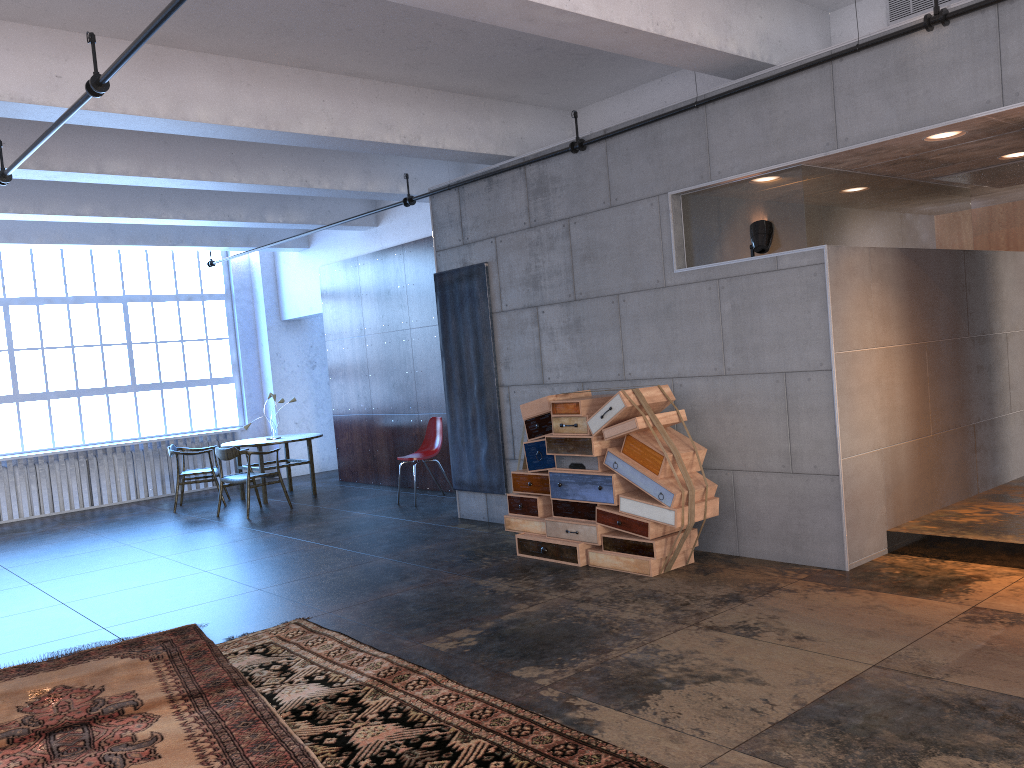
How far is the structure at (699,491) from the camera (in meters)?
6.05

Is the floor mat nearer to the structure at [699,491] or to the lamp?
the structure at [699,491]

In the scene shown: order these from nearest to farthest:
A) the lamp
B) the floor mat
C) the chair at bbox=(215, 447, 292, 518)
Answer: the floor mat, the lamp, the chair at bbox=(215, 447, 292, 518)

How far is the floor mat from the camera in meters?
3.8 m

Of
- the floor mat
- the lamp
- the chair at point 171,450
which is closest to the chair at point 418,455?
the chair at point 171,450

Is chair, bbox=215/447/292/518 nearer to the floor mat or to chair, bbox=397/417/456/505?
chair, bbox=397/417/456/505

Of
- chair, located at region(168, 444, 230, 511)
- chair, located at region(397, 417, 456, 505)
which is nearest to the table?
chair, located at region(168, 444, 230, 511)

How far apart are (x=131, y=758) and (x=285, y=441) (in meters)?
7.76

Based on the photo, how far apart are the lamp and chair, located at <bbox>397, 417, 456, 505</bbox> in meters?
5.2 m

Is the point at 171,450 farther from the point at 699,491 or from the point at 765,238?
the point at 765,238
